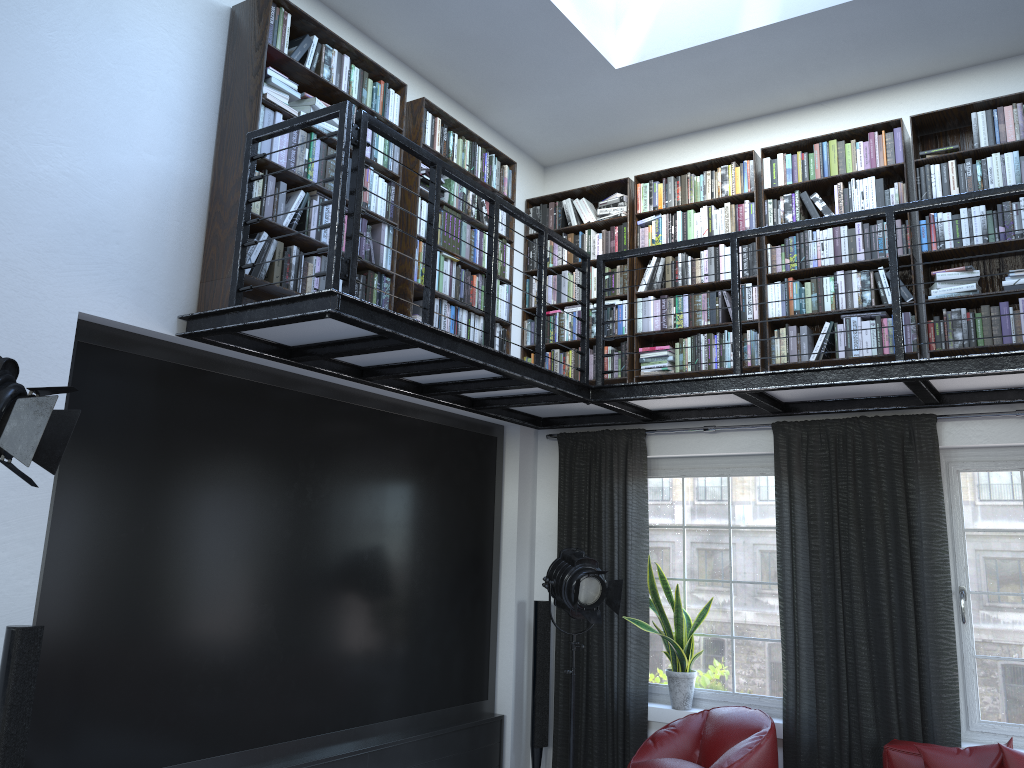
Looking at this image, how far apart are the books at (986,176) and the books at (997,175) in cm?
3

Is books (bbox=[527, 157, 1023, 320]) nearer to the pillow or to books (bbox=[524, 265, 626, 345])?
books (bbox=[524, 265, 626, 345])

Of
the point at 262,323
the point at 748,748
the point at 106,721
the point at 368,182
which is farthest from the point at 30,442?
the point at 748,748

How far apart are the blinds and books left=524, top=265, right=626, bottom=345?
0.7 meters

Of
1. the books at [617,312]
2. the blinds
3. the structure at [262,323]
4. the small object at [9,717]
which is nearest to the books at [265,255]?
the structure at [262,323]

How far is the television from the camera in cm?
370

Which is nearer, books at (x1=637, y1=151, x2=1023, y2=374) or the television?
the television

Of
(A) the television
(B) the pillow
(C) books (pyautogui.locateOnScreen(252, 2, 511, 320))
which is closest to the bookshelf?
(C) books (pyautogui.locateOnScreen(252, 2, 511, 320))

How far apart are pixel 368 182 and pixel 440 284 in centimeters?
77cm

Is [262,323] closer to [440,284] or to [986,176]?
[440,284]
